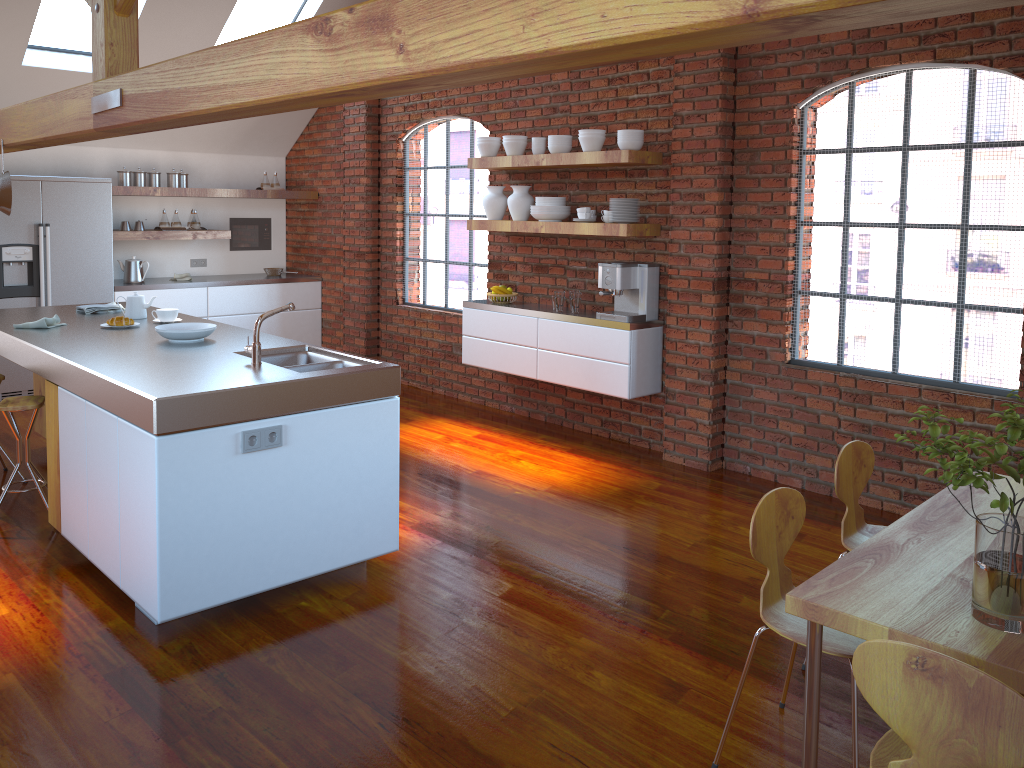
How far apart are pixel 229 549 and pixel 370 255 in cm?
491

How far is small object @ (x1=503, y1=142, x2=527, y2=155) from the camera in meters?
6.1

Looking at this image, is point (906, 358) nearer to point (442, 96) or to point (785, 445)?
point (785, 445)

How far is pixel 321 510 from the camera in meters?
3.5 m

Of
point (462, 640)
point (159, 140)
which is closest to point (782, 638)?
point (462, 640)

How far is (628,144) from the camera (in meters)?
5.33

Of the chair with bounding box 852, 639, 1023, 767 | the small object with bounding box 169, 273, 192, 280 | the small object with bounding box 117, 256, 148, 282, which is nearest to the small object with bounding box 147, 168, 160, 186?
the small object with bounding box 117, 256, 148, 282

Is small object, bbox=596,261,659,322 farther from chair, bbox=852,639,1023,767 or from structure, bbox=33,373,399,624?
chair, bbox=852,639,1023,767

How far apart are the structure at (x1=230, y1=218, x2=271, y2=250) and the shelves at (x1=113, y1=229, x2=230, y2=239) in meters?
0.8

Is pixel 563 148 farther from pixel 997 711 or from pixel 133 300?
pixel 997 711
